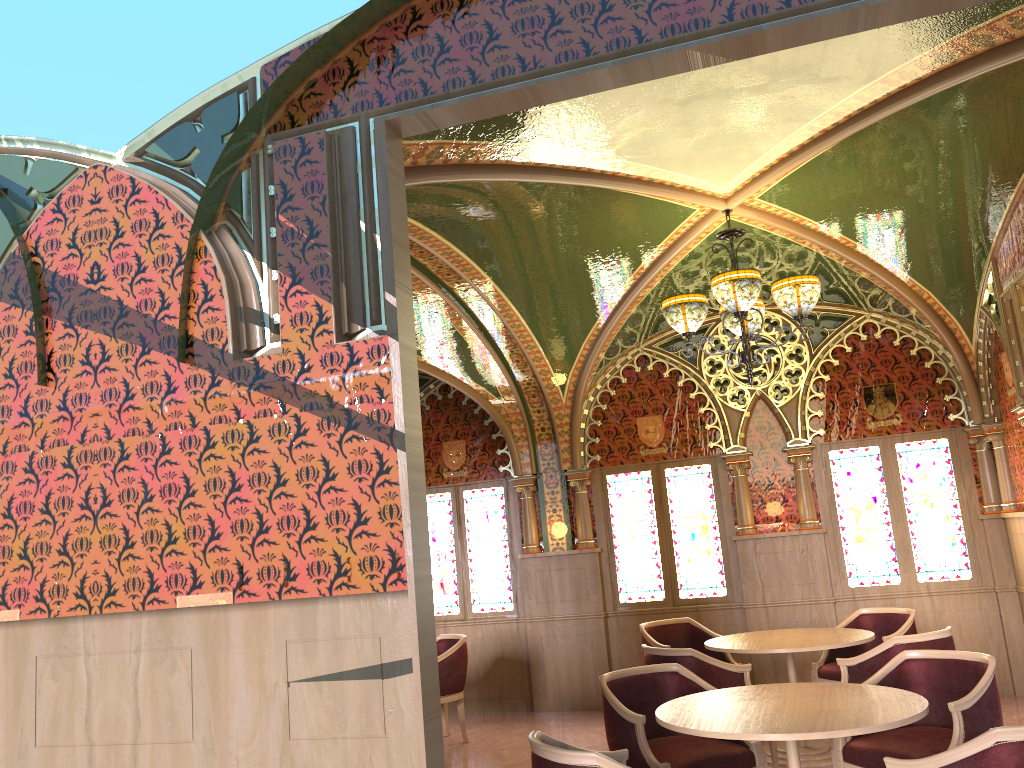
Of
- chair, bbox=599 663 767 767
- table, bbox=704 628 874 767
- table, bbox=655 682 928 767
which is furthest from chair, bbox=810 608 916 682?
table, bbox=655 682 928 767

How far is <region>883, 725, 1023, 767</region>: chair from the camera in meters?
2.8

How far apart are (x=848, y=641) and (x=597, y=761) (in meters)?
3.40

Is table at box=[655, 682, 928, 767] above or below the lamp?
below

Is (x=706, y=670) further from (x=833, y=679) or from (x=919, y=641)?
(x=833, y=679)

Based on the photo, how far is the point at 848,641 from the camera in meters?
5.8

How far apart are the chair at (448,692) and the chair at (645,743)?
2.9 meters

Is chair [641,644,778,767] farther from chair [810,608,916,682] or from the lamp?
the lamp

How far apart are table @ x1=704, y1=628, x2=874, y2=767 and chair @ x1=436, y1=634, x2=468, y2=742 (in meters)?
2.20

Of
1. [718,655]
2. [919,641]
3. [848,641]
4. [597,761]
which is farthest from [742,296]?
[718,655]
